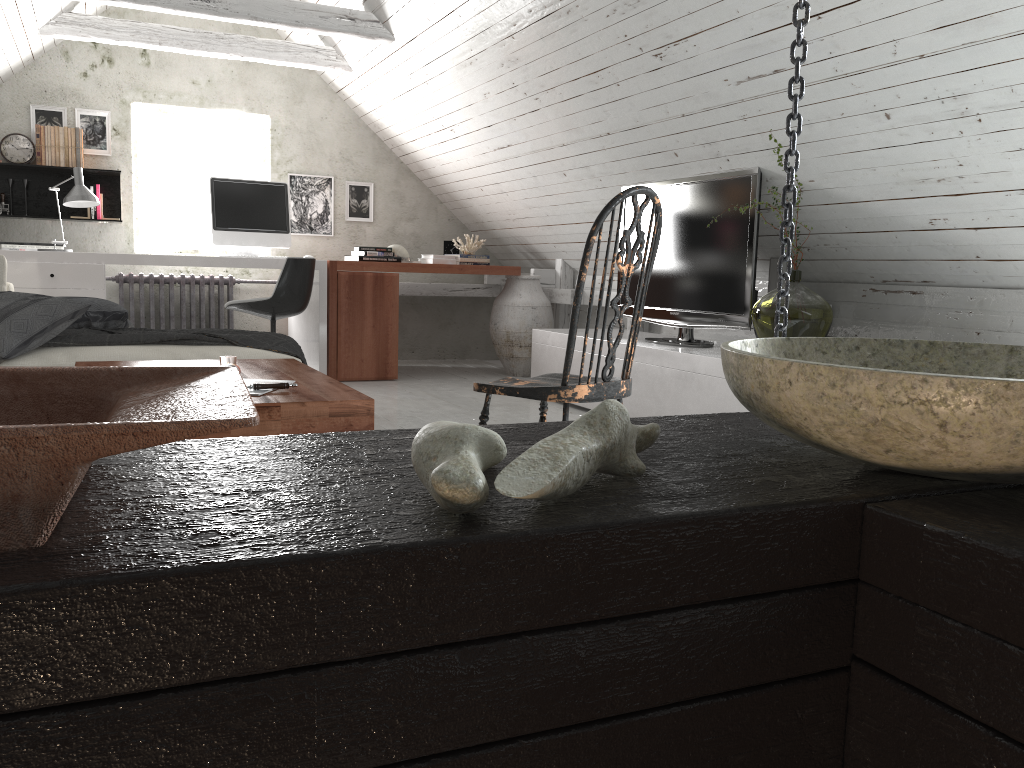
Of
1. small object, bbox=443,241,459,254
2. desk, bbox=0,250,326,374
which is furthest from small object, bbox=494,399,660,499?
small object, bbox=443,241,459,254

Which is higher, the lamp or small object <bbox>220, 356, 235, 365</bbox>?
the lamp

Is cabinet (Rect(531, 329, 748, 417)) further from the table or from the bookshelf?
the bookshelf

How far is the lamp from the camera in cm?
494

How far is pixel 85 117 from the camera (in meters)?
5.86

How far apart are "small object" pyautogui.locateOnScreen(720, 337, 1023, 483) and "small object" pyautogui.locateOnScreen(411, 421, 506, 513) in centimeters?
19cm

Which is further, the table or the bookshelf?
the bookshelf

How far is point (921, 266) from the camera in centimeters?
355cm

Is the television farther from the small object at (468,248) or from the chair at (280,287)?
→ the small object at (468,248)

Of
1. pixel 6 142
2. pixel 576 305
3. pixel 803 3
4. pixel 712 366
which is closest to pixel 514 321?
pixel 712 366
